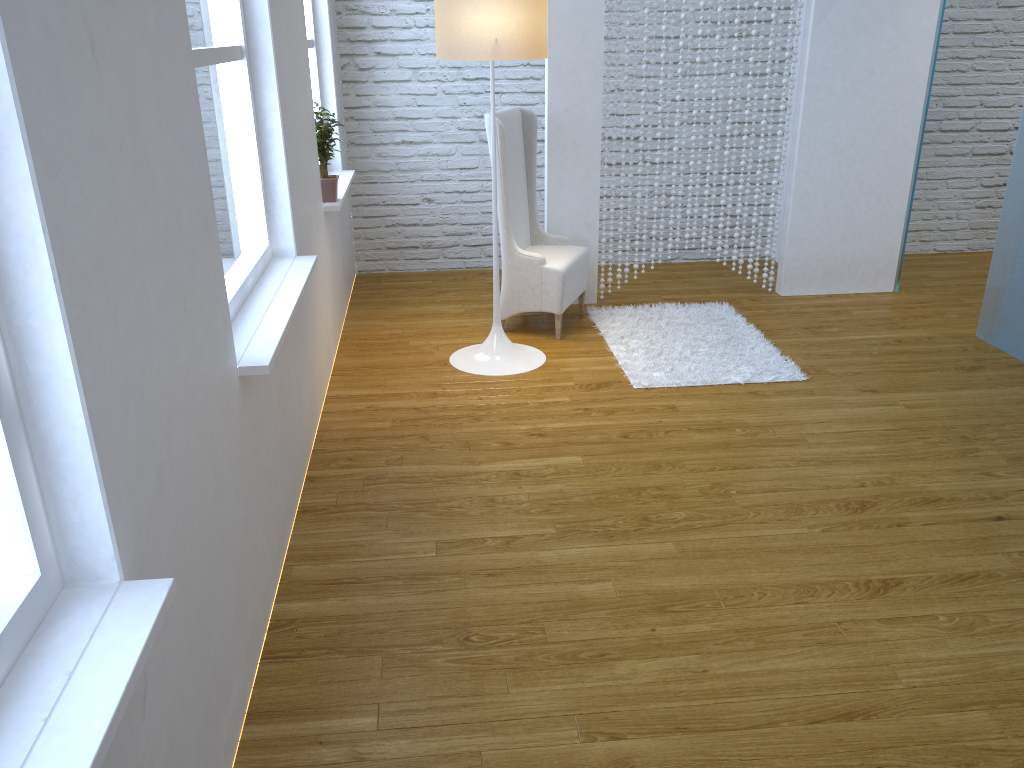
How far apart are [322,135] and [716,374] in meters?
1.9 m

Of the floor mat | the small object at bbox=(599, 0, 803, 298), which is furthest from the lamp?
the small object at bbox=(599, 0, 803, 298)

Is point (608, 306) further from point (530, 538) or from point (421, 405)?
point (530, 538)

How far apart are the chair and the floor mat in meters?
0.1 m

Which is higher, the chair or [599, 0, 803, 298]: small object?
[599, 0, 803, 298]: small object

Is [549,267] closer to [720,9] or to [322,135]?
[322,135]

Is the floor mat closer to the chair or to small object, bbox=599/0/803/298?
the chair

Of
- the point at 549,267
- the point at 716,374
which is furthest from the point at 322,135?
the point at 716,374

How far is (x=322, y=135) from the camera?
3.6m

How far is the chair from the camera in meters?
3.9 m
